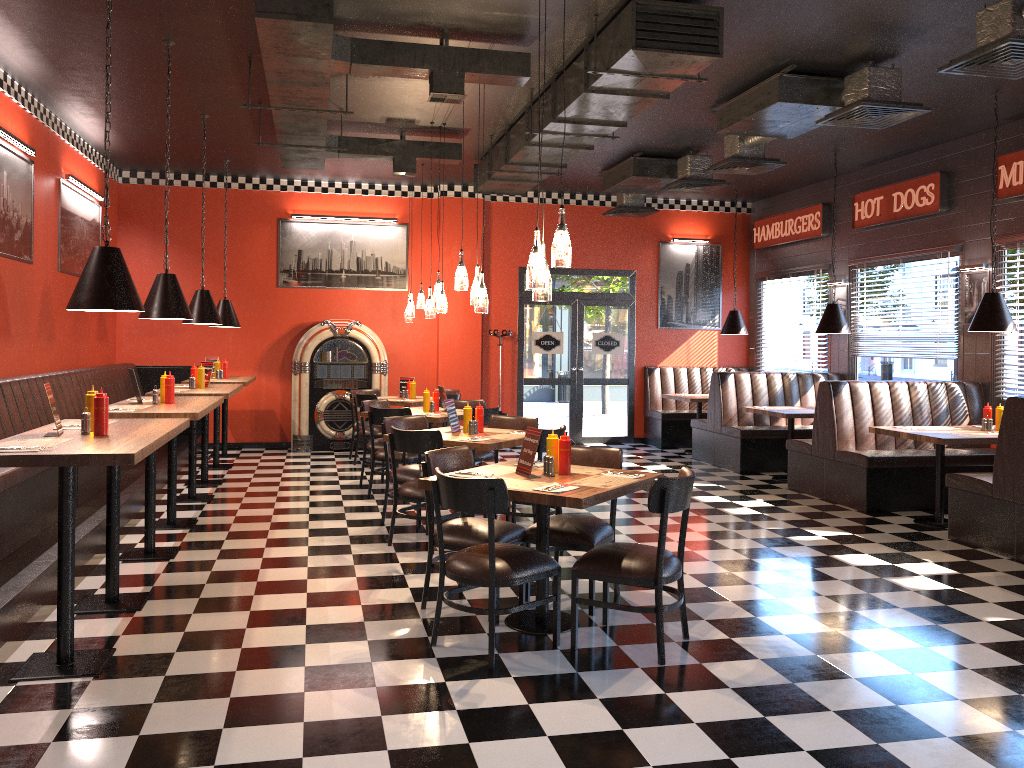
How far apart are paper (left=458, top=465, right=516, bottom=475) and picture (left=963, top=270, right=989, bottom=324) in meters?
6.2 m

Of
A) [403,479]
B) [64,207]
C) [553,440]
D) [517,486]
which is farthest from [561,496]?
[64,207]

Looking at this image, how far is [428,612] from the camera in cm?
491

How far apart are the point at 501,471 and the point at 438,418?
3.4m

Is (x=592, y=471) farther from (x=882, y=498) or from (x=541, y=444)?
(x=882, y=498)

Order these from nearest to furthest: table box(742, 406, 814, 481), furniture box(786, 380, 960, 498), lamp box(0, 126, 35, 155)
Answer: lamp box(0, 126, 35, 155)
furniture box(786, 380, 960, 498)
table box(742, 406, 814, 481)

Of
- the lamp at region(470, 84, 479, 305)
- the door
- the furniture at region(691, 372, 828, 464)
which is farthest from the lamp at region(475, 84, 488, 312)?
the door

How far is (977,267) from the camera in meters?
8.8 m

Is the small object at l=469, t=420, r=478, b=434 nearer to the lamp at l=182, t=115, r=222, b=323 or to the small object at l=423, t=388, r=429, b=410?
the small object at l=423, t=388, r=429, b=410

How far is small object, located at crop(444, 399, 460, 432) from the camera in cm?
693
